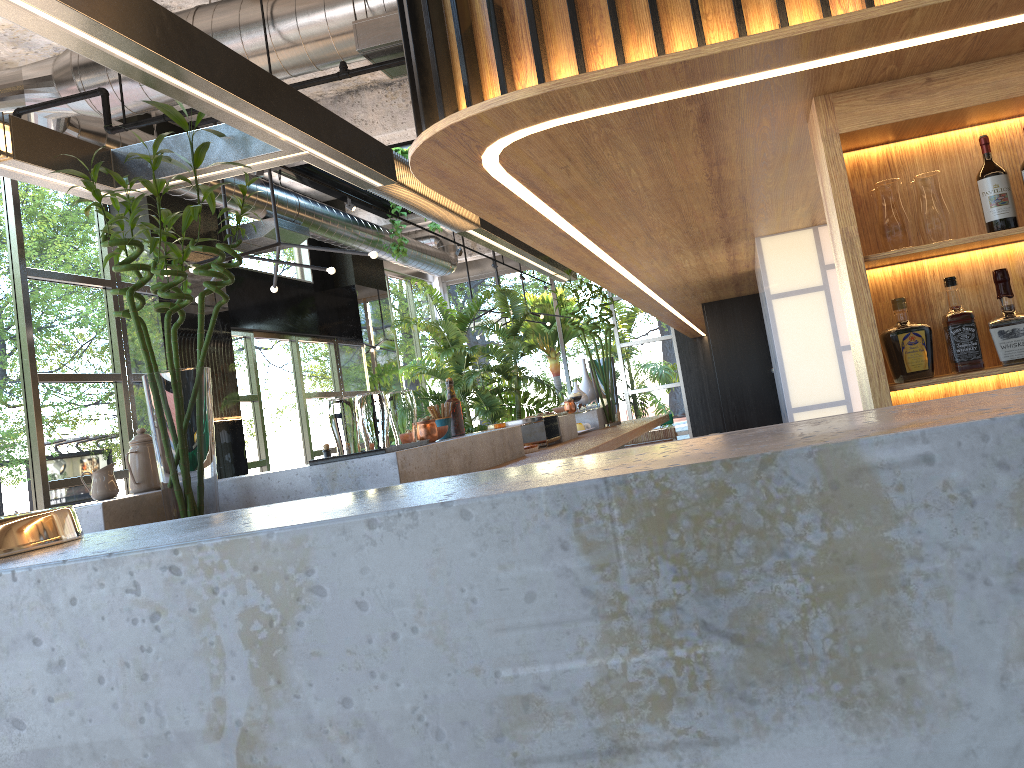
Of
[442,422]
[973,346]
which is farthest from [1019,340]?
[442,422]

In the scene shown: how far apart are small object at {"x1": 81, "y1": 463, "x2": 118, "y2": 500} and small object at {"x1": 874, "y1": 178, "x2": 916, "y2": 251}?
2.69m

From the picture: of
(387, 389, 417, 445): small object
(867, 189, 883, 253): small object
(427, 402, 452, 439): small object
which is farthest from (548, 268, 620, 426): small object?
(867, 189, 883, 253): small object

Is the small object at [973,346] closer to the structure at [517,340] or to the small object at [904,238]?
the small object at [904,238]

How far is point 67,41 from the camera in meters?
2.1 m

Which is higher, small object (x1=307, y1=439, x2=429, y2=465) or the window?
the window

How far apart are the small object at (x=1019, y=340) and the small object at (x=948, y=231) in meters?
0.2 m

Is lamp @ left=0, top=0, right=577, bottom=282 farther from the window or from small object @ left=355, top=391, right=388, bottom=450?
the window

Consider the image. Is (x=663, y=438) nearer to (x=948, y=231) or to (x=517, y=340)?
(x=517, y=340)

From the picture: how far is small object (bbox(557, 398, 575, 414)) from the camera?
6.2 meters
